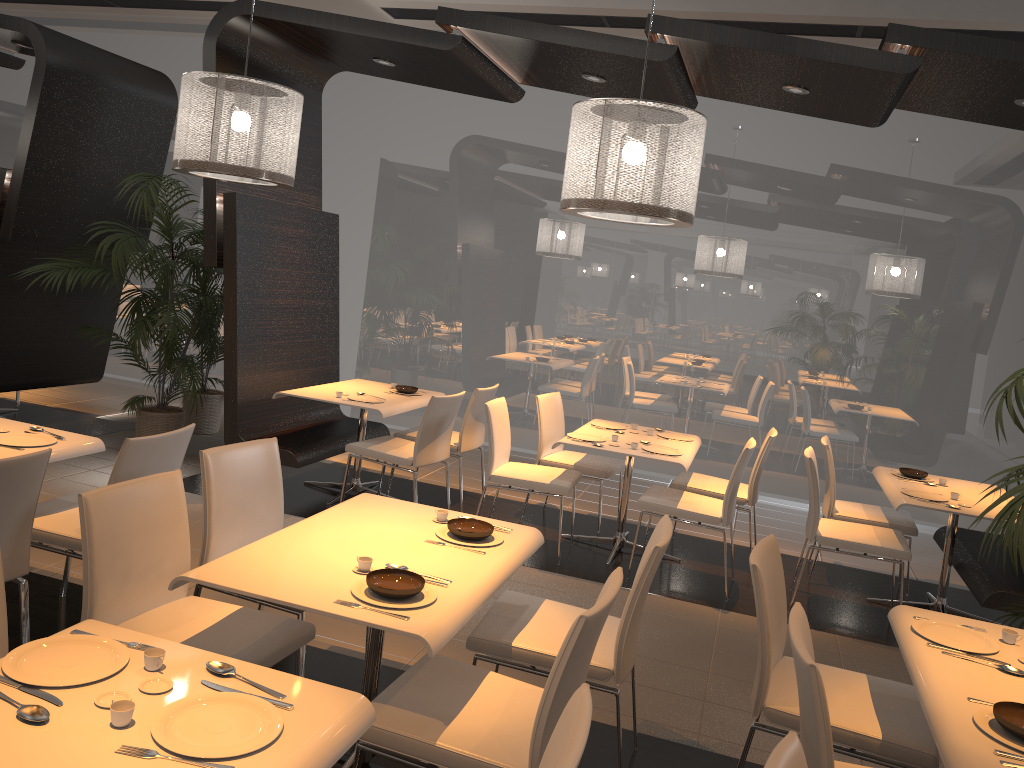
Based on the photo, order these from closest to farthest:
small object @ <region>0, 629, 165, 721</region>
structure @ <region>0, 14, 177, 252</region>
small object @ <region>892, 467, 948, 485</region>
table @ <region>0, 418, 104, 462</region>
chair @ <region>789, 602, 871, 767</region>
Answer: small object @ <region>0, 629, 165, 721</region> < chair @ <region>789, 602, 871, 767</region> < table @ <region>0, 418, 104, 462</region> < small object @ <region>892, 467, 948, 485</region> < structure @ <region>0, 14, 177, 252</region>

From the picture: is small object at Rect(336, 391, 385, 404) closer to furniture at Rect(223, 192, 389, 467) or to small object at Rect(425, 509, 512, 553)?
furniture at Rect(223, 192, 389, 467)

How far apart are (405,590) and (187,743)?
0.9 meters

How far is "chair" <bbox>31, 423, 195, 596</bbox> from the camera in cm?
340

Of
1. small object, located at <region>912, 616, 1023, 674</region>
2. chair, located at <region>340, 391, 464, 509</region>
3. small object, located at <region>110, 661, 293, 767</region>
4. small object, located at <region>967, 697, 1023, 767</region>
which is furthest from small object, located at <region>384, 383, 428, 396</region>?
small object, located at <region>967, 697, 1023, 767</region>

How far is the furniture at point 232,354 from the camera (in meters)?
Answer: 5.67

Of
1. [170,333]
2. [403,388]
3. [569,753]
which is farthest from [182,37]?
[569,753]

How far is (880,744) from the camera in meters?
2.6 m

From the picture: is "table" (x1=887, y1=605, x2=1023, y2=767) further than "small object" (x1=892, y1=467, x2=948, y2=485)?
No

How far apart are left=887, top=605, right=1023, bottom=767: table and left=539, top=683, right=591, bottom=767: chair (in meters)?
0.92
